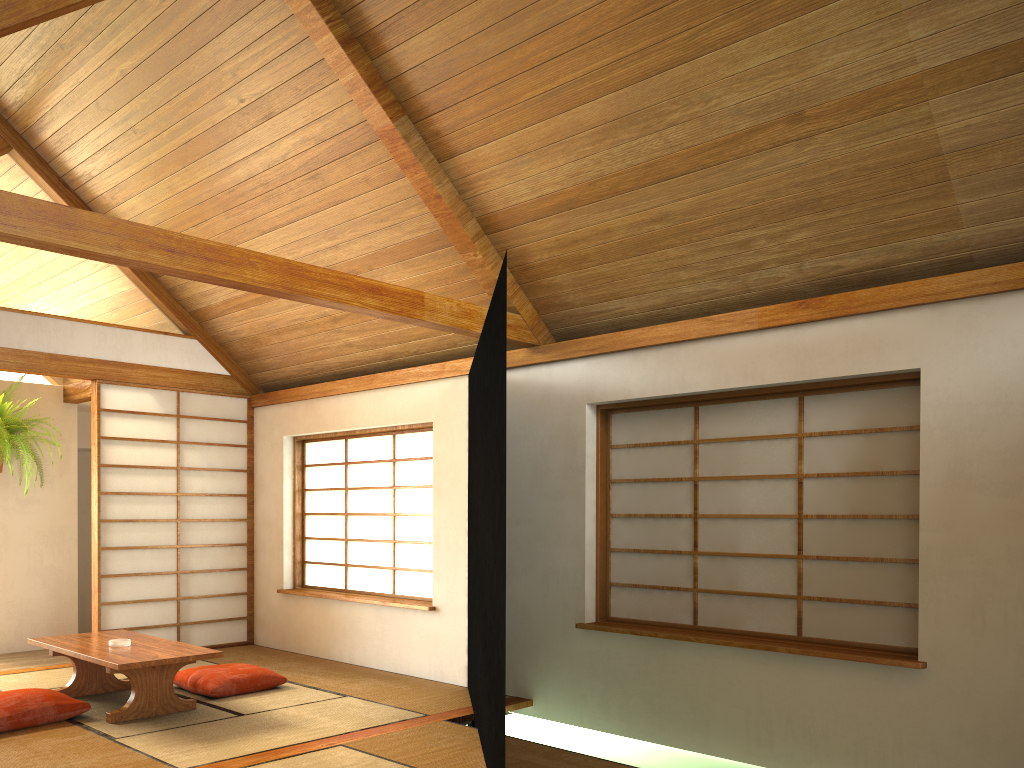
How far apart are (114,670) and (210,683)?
0.7 meters

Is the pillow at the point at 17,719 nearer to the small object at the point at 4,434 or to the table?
the table

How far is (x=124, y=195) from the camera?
5.65m

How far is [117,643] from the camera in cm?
465

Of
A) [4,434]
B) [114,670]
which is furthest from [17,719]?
[4,434]

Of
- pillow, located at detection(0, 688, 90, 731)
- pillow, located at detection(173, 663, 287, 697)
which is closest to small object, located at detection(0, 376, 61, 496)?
pillow, located at detection(173, 663, 287, 697)

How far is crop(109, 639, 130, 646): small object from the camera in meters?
4.6 m

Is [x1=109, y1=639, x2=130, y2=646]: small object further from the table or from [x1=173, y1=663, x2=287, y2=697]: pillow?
[x1=173, y1=663, x2=287, y2=697]: pillow

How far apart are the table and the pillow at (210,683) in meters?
0.2

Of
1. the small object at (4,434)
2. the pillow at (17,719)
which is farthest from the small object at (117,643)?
the small object at (4,434)
